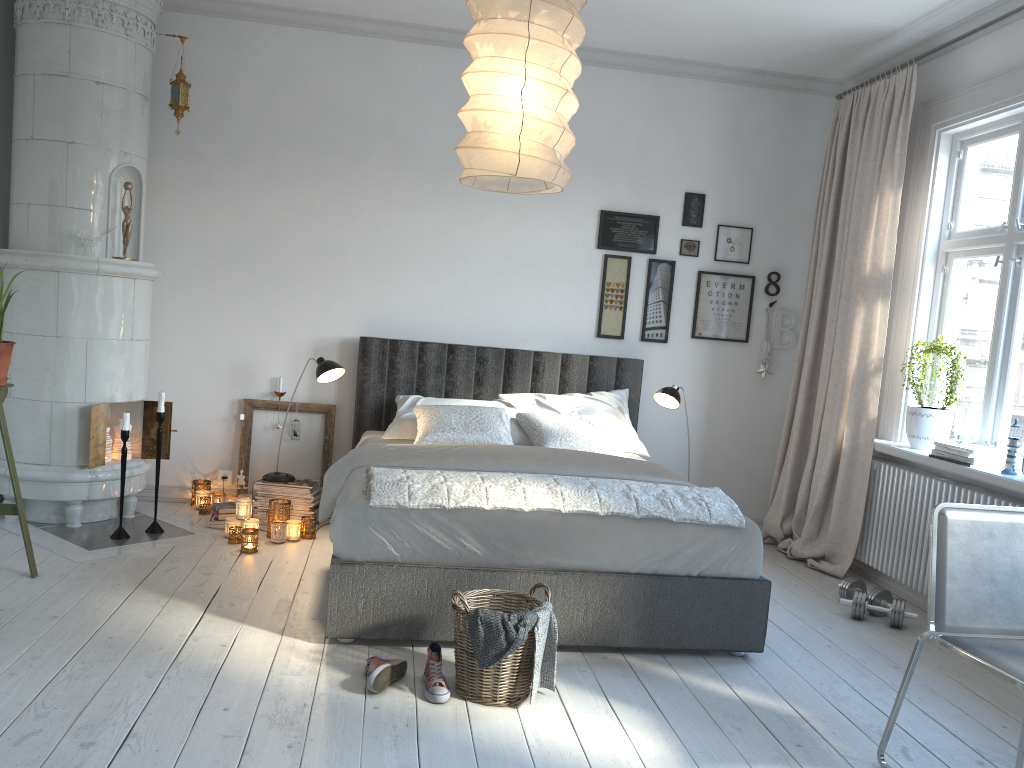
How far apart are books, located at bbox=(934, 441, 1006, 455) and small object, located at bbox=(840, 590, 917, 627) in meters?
0.7

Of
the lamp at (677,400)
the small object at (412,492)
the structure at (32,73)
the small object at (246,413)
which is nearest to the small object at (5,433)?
the structure at (32,73)

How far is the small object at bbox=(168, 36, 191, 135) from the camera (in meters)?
4.64

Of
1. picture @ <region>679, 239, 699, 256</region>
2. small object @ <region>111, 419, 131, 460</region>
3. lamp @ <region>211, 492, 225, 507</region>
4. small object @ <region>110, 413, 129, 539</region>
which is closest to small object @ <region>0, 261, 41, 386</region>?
small object @ <region>110, 413, 129, 539</region>

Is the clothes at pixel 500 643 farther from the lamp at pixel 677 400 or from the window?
the lamp at pixel 677 400

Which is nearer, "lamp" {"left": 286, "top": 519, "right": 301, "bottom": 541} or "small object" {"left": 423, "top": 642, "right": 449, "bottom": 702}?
"small object" {"left": 423, "top": 642, "right": 449, "bottom": 702}

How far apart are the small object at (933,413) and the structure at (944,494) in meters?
0.1

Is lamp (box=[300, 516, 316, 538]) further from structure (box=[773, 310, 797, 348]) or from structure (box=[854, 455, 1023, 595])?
structure (box=[773, 310, 797, 348])

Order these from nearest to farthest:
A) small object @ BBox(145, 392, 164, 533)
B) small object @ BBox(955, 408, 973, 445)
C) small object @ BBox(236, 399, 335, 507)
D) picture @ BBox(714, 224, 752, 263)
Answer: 1. small object @ BBox(955, 408, 973, 445)
2. small object @ BBox(145, 392, 164, 533)
3. small object @ BBox(236, 399, 335, 507)
4. picture @ BBox(714, 224, 752, 263)

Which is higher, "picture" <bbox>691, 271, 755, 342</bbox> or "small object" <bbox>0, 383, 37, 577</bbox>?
"picture" <bbox>691, 271, 755, 342</bbox>
